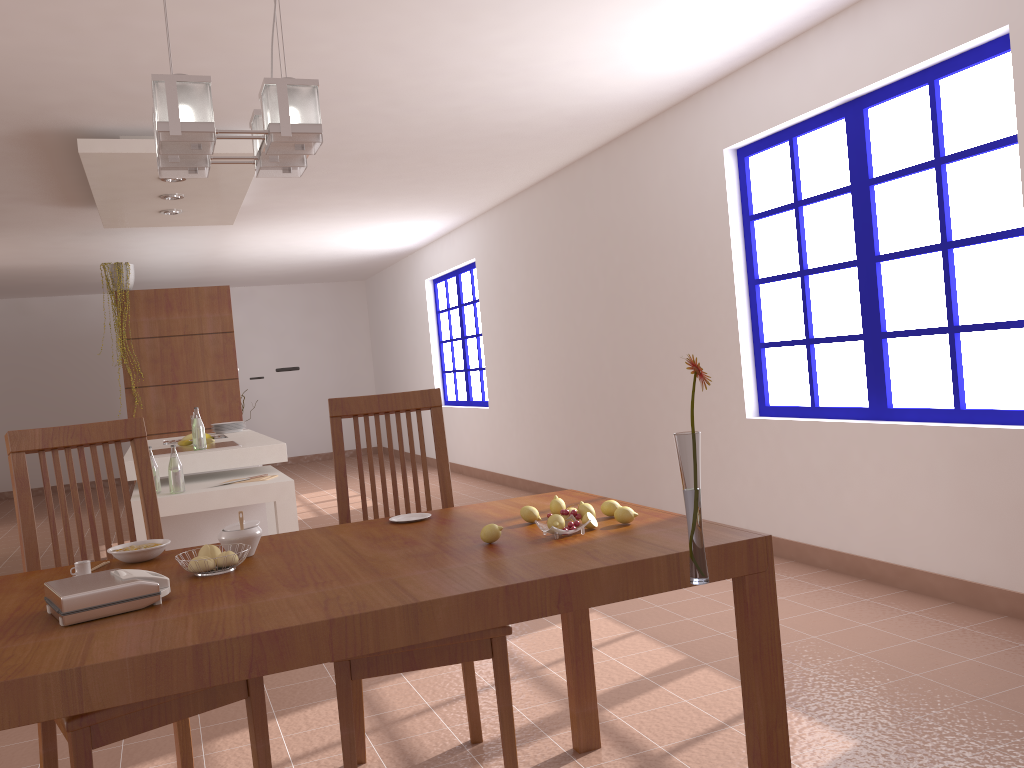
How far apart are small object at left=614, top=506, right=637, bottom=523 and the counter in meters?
3.2 m

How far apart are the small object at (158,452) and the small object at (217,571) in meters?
3.3 m

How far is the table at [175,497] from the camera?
4.1 meters

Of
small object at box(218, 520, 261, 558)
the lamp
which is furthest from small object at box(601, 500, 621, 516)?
the lamp

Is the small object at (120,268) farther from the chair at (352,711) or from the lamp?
the lamp

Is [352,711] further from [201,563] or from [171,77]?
[171,77]

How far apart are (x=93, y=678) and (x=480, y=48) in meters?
3.2

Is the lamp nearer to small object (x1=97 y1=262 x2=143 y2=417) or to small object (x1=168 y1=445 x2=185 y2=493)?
small object (x1=168 y1=445 x2=185 y2=493)

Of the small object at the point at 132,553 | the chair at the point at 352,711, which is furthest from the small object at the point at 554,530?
the small object at the point at 132,553

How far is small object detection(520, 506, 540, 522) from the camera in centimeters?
205cm
